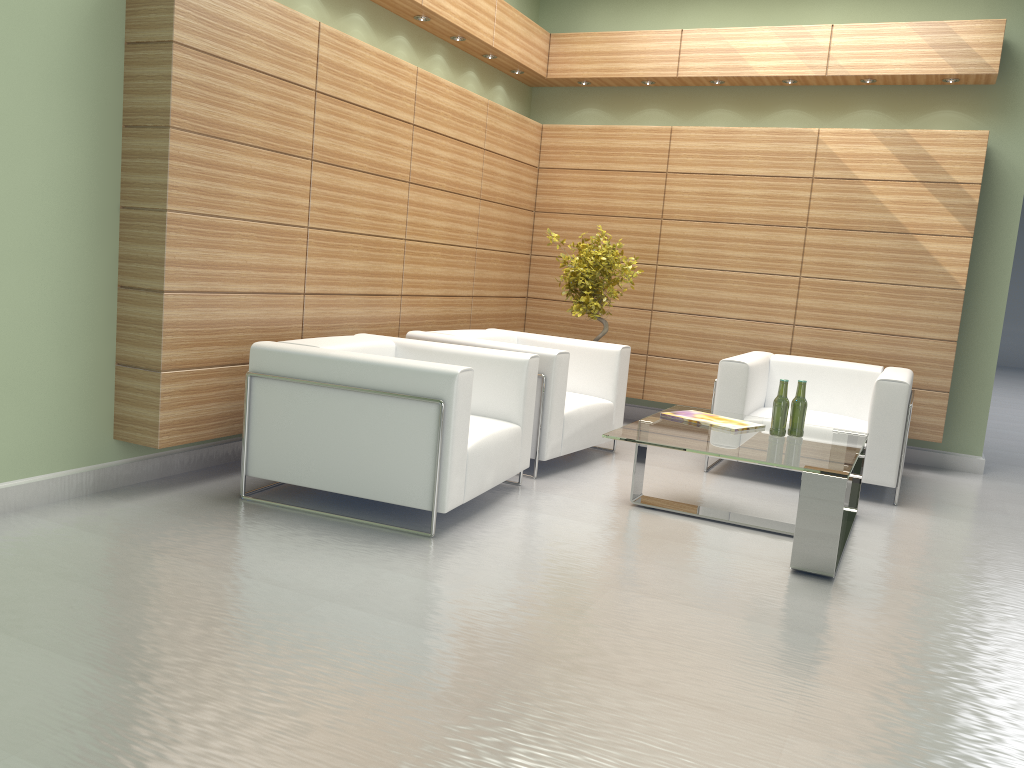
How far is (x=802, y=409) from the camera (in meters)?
7.36

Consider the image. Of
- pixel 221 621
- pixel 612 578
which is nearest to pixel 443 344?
pixel 612 578

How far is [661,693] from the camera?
4.3m

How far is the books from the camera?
7.5m

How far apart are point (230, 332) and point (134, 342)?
0.76m

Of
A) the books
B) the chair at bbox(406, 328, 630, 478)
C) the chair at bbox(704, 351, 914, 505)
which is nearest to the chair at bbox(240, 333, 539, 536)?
the chair at bbox(406, 328, 630, 478)

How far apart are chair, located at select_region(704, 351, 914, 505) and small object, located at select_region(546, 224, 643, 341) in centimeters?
170cm

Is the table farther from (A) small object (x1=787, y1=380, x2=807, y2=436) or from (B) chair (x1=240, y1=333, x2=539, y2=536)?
(B) chair (x1=240, y1=333, x2=539, y2=536)

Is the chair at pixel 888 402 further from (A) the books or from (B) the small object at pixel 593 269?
(B) the small object at pixel 593 269

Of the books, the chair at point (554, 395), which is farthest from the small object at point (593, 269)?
the books
